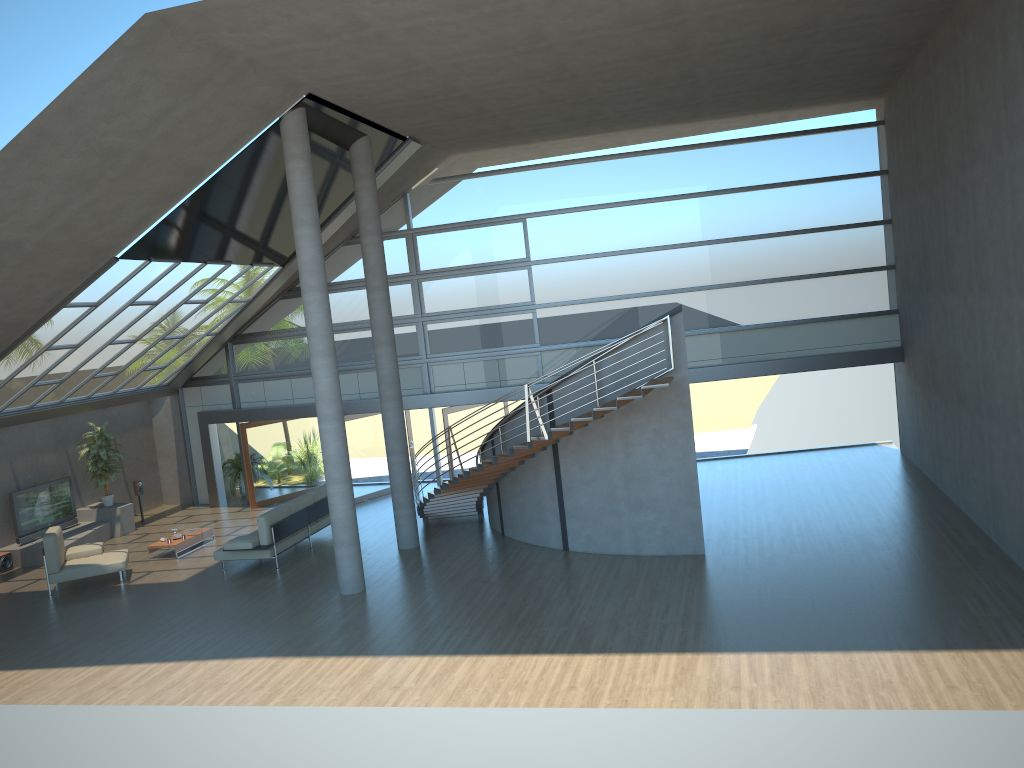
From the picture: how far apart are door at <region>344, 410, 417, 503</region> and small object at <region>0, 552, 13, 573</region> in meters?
6.7 m

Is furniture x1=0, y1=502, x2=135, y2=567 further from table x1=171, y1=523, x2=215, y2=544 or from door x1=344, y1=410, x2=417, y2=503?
door x1=344, y1=410, x2=417, y2=503

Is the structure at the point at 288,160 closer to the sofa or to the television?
the sofa

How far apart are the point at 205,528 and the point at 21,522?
3.6m

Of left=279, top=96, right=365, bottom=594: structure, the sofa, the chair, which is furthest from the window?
left=279, top=96, right=365, bottom=594: structure

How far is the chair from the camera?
14.4 meters

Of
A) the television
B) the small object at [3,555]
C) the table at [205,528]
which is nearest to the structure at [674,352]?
the table at [205,528]

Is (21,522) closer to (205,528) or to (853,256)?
(205,528)

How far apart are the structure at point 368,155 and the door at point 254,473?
6.44m

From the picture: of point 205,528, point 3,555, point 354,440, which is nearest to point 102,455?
point 3,555
